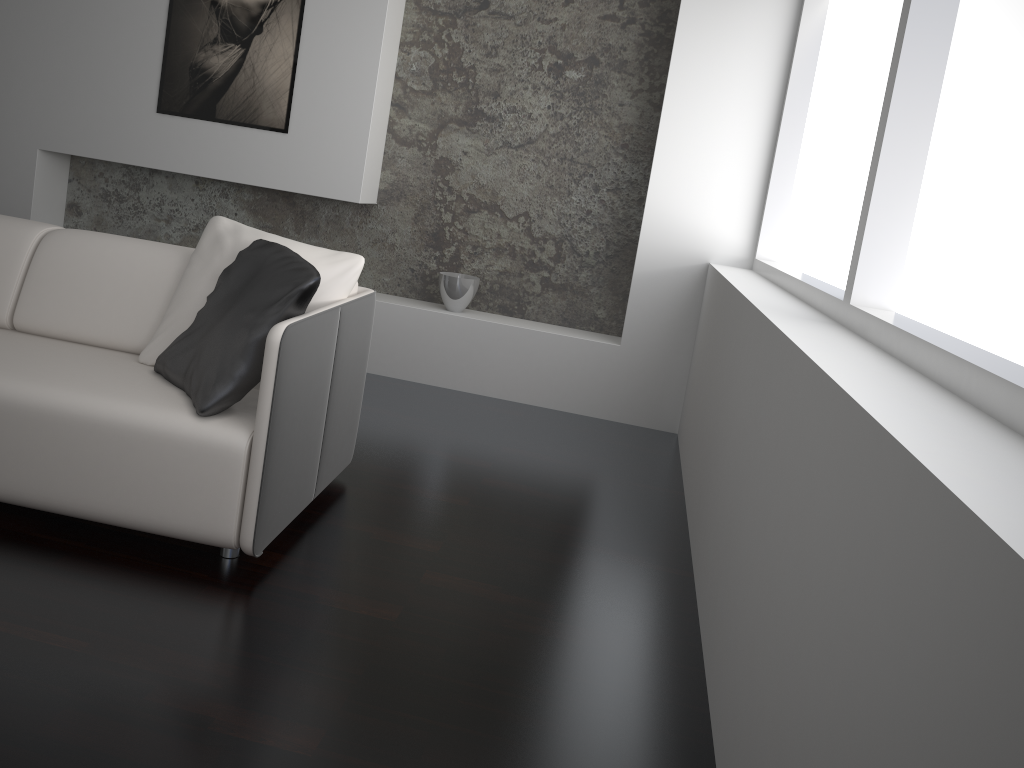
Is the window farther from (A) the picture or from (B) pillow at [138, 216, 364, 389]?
(A) the picture

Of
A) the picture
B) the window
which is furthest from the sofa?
the picture

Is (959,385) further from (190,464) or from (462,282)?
(462,282)

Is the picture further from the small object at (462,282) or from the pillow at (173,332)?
the pillow at (173,332)

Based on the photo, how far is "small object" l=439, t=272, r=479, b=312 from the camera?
4.5m

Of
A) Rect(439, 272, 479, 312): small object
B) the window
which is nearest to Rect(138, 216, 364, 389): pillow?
the window

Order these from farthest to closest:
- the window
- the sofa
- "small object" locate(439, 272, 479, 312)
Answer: "small object" locate(439, 272, 479, 312) < the sofa < the window

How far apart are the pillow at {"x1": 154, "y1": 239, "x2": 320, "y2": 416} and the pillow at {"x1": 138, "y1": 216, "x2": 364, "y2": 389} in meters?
0.1

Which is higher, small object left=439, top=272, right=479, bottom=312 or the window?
the window

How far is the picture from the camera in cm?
441
